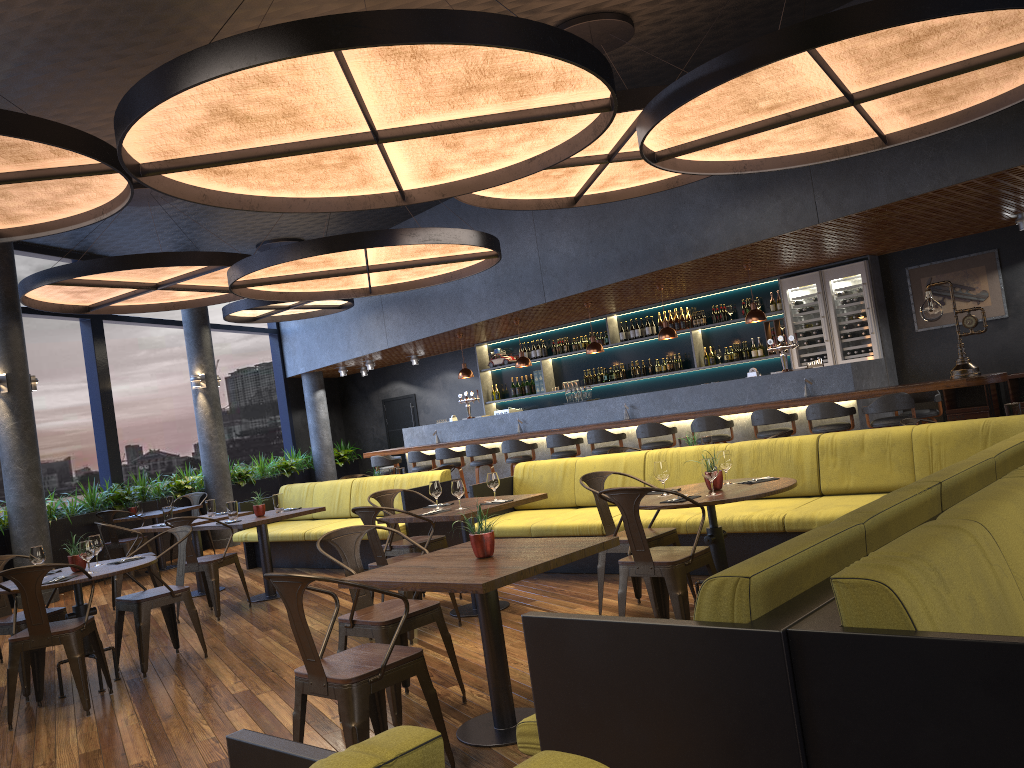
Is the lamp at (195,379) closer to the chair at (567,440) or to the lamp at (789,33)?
the chair at (567,440)

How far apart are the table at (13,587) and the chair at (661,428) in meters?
5.9 m

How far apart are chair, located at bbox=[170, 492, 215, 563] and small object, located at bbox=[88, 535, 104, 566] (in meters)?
6.94

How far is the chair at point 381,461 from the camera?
13.6 meters

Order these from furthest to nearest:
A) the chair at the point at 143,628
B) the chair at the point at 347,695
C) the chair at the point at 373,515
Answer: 1. the chair at the point at 143,628
2. the chair at the point at 373,515
3. the chair at the point at 347,695

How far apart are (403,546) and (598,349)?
5.7 meters

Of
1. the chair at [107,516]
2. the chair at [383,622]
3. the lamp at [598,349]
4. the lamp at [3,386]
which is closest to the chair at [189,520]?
the chair at [383,622]

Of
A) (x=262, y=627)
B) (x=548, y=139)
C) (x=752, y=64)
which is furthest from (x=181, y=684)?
(x=752, y=64)

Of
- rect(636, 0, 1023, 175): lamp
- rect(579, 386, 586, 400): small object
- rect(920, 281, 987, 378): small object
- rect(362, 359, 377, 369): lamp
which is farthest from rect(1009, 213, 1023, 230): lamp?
rect(362, 359, 377, 369): lamp

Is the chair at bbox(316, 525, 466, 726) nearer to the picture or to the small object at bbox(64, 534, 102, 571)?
the small object at bbox(64, 534, 102, 571)
